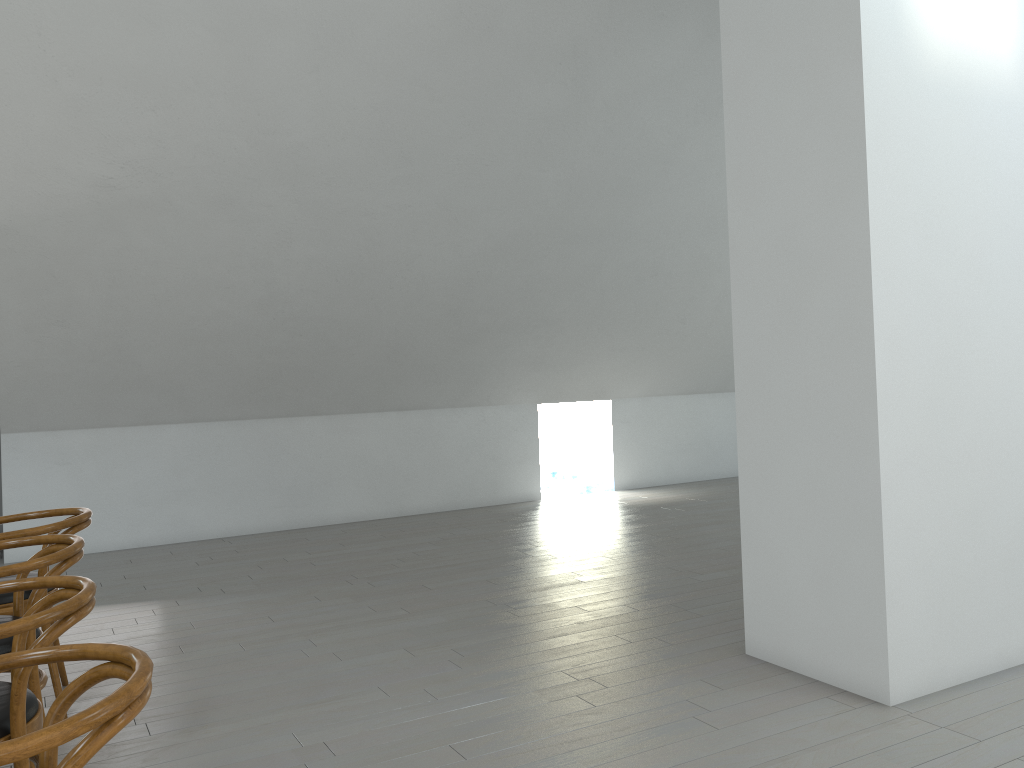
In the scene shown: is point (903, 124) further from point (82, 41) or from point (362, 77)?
point (82, 41)

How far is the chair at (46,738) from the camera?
1.29m

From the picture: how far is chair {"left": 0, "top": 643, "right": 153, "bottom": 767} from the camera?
1.3 meters

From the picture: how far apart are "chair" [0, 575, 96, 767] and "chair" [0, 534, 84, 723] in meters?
0.2

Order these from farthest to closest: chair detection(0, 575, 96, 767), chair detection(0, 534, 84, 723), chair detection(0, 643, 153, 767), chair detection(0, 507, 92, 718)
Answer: chair detection(0, 507, 92, 718) < chair detection(0, 534, 84, 723) < chair detection(0, 575, 96, 767) < chair detection(0, 643, 153, 767)

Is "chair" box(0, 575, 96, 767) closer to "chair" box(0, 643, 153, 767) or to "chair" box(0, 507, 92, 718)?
"chair" box(0, 643, 153, 767)

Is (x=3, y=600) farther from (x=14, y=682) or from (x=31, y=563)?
(x=14, y=682)

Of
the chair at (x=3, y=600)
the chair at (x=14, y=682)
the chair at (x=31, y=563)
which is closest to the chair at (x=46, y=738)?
the chair at (x=14, y=682)

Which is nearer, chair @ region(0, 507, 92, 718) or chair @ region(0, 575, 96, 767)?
chair @ region(0, 575, 96, 767)

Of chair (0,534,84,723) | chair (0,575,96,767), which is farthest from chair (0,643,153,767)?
chair (0,534,84,723)
